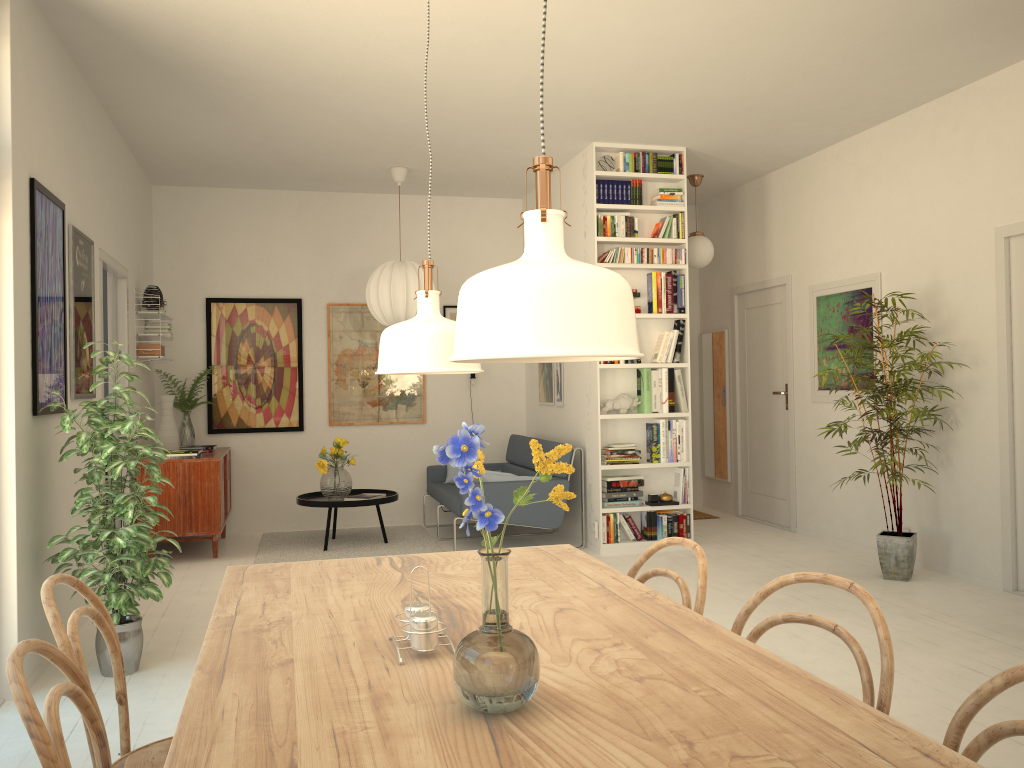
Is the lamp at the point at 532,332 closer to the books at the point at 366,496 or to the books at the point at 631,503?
the books at the point at 631,503

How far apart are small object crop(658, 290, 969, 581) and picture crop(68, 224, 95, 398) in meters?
3.8 m

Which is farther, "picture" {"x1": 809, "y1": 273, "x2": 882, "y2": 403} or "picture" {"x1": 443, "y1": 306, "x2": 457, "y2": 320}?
"picture" {"x1": 443, "y1": 306, "x2": 457, "y2": 320}

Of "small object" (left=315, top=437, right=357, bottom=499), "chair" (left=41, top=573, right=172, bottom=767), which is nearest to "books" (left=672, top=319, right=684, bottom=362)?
"small object" (left=315, top=437, right=357, bottom=499)

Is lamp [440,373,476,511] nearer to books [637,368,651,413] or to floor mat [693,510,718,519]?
books [637,368,651,413]

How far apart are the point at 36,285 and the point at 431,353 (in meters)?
2.71

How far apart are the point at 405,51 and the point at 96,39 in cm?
148

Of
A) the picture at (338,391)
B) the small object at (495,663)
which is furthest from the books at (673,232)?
the small object at (495,663)

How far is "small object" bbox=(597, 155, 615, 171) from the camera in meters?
6.3 m

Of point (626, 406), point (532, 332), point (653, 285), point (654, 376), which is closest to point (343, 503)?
point (626, 406)
